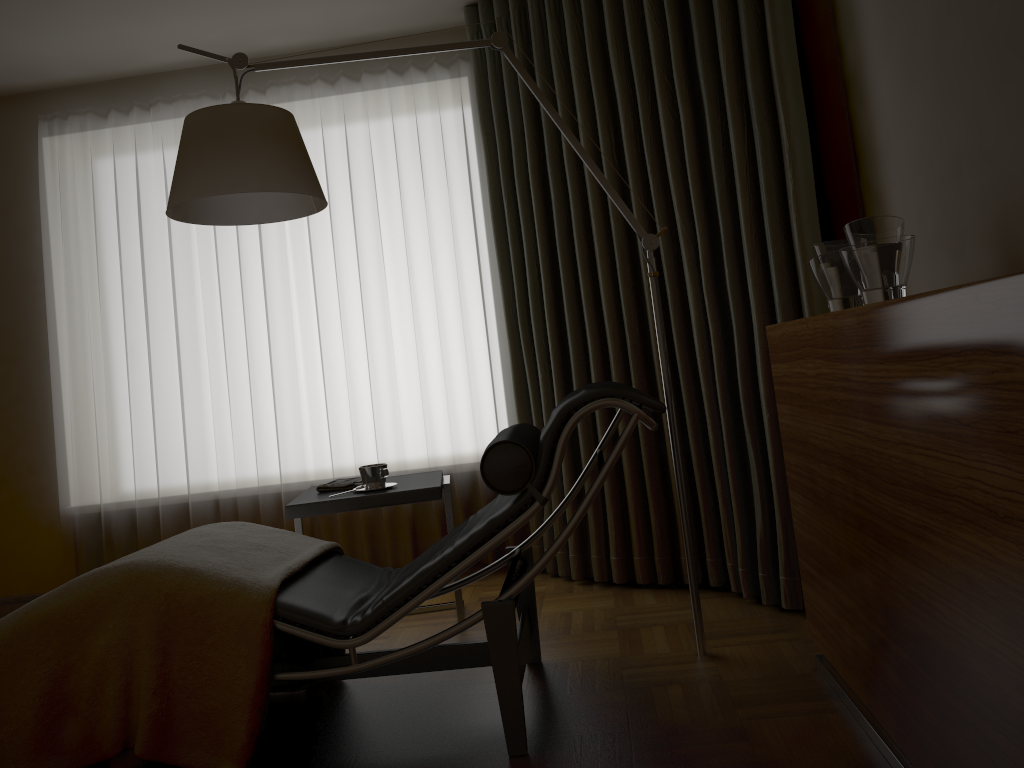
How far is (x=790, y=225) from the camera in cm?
279

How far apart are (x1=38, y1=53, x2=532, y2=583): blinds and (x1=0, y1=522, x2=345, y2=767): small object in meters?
1.2 m

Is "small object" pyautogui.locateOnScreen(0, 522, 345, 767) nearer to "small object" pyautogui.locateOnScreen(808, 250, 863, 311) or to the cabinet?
the cabinet

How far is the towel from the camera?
3.1m

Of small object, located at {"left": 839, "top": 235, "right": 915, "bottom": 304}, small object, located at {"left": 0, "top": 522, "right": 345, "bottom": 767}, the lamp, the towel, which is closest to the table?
the towel

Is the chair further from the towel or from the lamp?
the towel

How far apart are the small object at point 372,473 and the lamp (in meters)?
0.86

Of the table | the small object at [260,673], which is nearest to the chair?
the small object at [260,673]

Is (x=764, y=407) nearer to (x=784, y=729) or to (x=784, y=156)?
(x=784, y=156)

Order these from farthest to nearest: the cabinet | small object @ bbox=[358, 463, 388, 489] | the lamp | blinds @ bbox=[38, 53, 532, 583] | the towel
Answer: blinds @ bbox=[38, 53, 532, 583]
the towel
small object @ bbox=[358, 463, 388, 489]
the lamp
the cabinet
